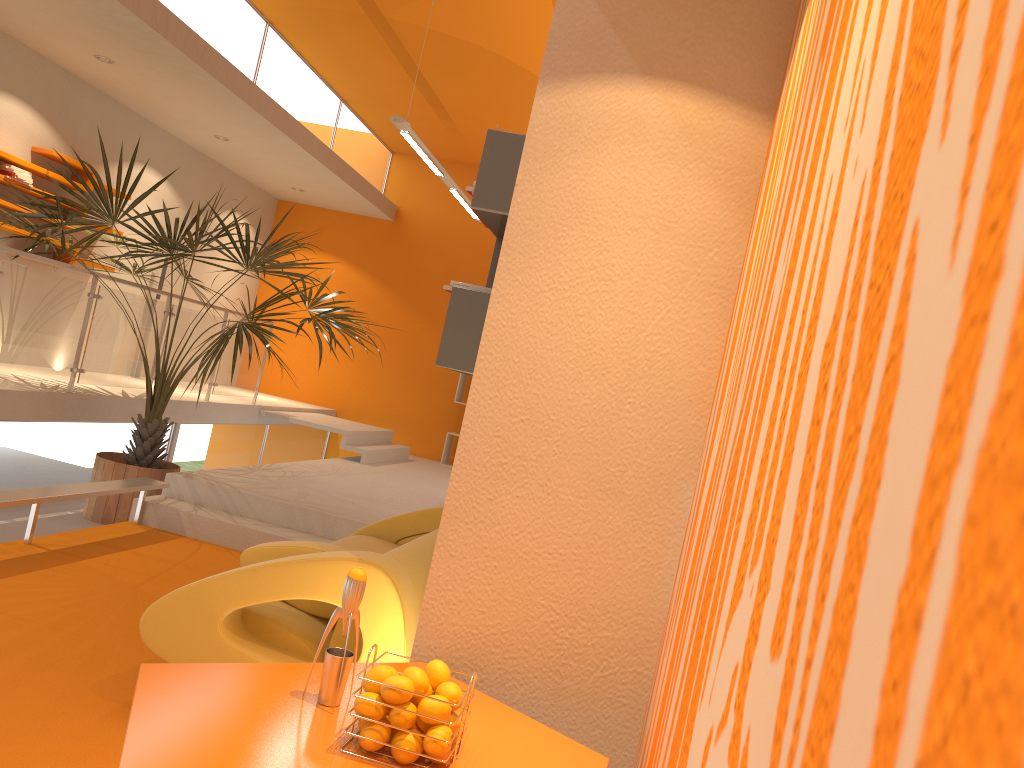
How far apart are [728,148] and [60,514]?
5.6 meters

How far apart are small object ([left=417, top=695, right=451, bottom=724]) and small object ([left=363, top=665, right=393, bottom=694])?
0.1m

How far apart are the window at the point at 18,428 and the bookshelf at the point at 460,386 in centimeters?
452cm

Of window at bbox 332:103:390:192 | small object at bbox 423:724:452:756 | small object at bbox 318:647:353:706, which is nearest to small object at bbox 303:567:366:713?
small object at bbox 318:647:353:706

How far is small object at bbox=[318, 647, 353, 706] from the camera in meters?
1.8 m

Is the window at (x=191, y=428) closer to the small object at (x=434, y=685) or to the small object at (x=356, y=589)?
the small object at (x=356, y=589)

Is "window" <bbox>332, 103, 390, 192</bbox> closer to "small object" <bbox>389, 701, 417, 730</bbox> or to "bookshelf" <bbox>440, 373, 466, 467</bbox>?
"bookshelf" <bbox>440, 373, 466, 467</bbox>

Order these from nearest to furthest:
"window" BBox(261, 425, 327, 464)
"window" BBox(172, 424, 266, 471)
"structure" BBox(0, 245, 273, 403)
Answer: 1. "structure" BBox(0, 245, 273, 403)
2. "window" BBox(172, 424, 266, 471)
3. "window" BBox(261, 425, 327, 464)

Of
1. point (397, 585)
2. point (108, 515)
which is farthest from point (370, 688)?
point (108, 515)

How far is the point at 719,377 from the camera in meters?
2.1 m
